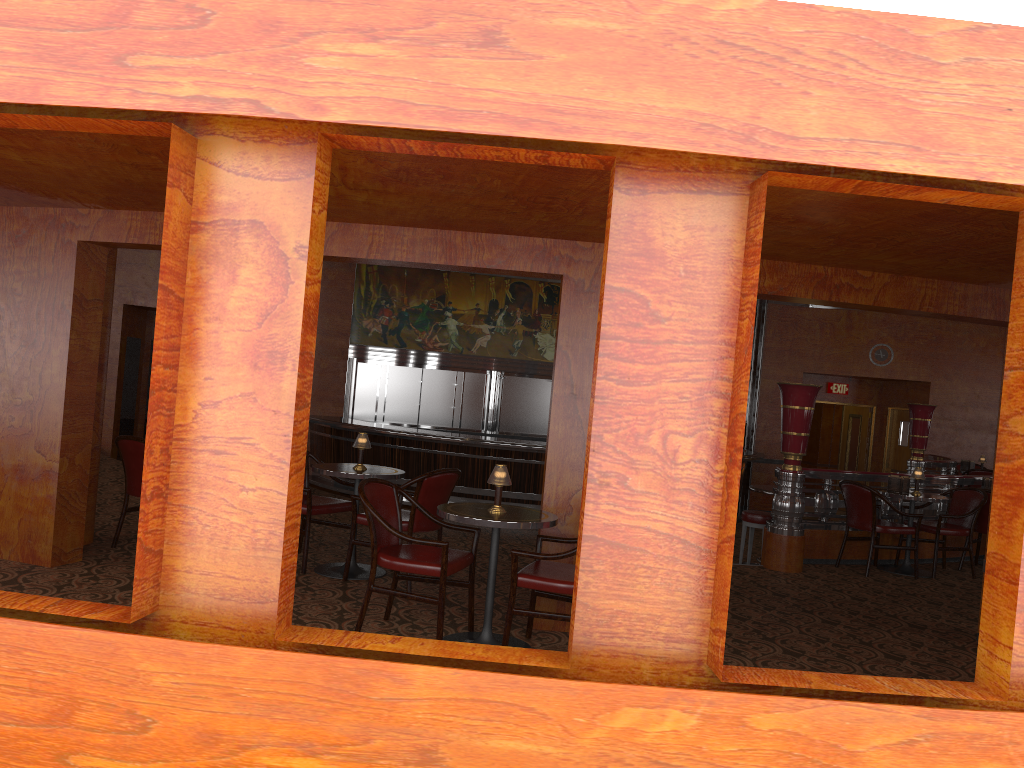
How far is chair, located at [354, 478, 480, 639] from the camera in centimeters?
450cm

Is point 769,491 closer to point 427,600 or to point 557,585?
point 557,585

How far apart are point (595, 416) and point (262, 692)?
1.22m

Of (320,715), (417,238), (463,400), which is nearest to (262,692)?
(320,715)

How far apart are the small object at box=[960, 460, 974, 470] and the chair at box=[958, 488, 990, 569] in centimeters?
525cm

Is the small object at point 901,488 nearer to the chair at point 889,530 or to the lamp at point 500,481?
the chair at point 889,530

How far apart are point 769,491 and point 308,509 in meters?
4.9

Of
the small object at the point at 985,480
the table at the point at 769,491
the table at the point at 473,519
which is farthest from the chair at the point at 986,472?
the table at the point at 473,519

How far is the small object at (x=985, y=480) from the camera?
9.1m

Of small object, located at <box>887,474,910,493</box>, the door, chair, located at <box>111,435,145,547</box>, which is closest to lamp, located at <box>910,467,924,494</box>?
small object, located at <box>887,474,910,493</box>
